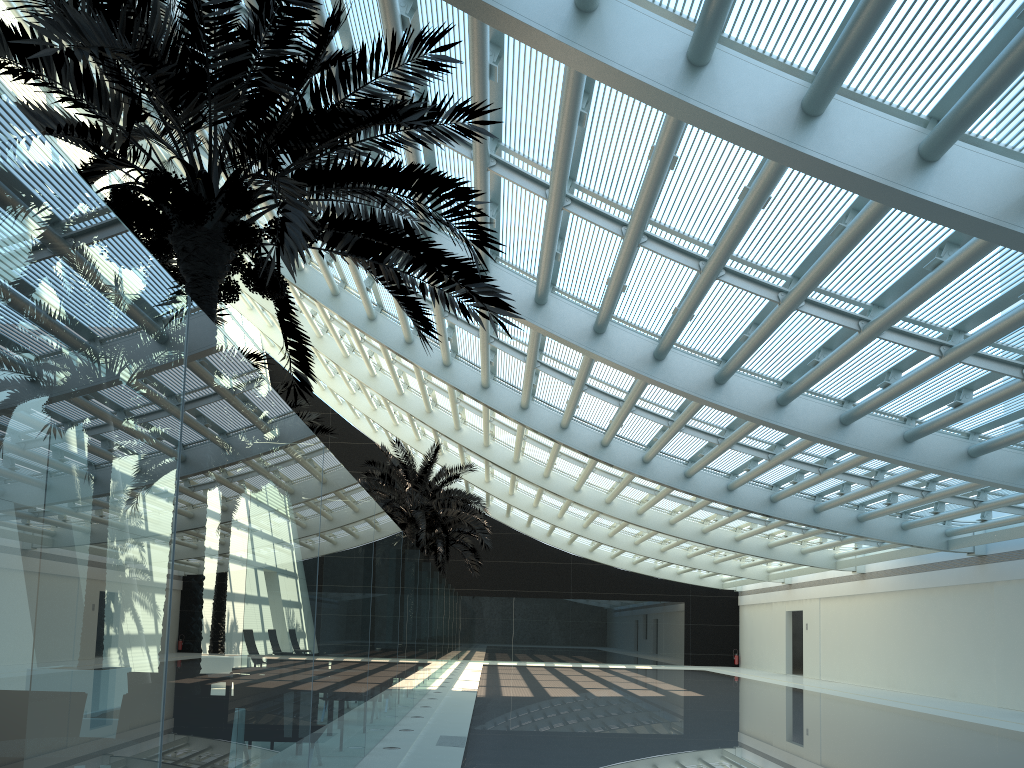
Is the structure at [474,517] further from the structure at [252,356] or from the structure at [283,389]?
the structure at [252,356]

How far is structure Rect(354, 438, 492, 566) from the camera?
24.3 meters

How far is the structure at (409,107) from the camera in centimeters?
592cm

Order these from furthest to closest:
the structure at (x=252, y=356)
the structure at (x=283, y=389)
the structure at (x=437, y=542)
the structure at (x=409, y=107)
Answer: the structure at (x=437, y=542), the structure at (x=283, y=389), the structure at (x=252, y=356), the structure at (x=409, y=107)

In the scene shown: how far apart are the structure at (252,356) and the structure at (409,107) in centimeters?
462cm

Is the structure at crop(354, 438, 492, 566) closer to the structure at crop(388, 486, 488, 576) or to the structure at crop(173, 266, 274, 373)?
the structure at crop(388, 486, 488, 576)

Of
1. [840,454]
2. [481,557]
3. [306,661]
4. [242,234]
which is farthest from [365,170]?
Result: [481,557]

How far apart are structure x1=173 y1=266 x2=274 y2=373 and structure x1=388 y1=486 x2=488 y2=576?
19.0m

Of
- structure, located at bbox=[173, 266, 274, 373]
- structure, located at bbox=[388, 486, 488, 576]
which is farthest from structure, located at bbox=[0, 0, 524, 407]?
structure, located at bbox=[388, 486, 488, 576]

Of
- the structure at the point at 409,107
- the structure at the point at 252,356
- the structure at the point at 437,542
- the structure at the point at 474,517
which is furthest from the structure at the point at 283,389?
the structure at the point at 437,542
